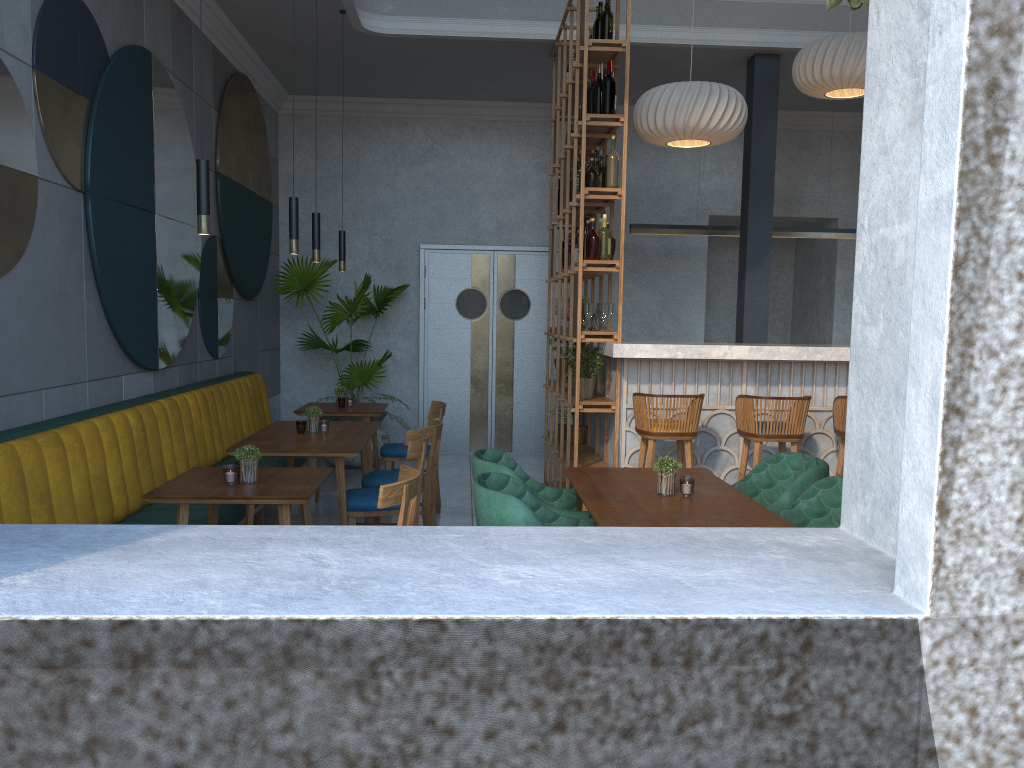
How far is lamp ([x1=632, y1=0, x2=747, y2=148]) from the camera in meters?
5.7

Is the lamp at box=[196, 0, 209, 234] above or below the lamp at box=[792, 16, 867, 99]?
below

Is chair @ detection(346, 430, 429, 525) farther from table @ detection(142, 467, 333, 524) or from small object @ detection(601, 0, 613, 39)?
small object @ detection(601, 0, 613, 39)

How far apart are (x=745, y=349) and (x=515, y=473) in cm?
227

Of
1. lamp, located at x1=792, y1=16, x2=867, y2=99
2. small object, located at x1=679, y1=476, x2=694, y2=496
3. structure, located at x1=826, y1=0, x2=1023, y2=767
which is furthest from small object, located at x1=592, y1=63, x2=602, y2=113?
small object, located at x1=679, y1=476, x2=694, y2=496

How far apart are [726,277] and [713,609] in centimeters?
877cm

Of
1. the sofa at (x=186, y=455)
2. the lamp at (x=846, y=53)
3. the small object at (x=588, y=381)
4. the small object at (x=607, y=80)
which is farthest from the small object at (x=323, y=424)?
the lamp at (x=846, y=53)

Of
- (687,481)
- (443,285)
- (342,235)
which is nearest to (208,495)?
(687,481)

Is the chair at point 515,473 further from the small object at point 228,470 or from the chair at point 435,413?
the chair at point 435,413

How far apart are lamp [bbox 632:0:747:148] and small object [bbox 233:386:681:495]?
2.7m
